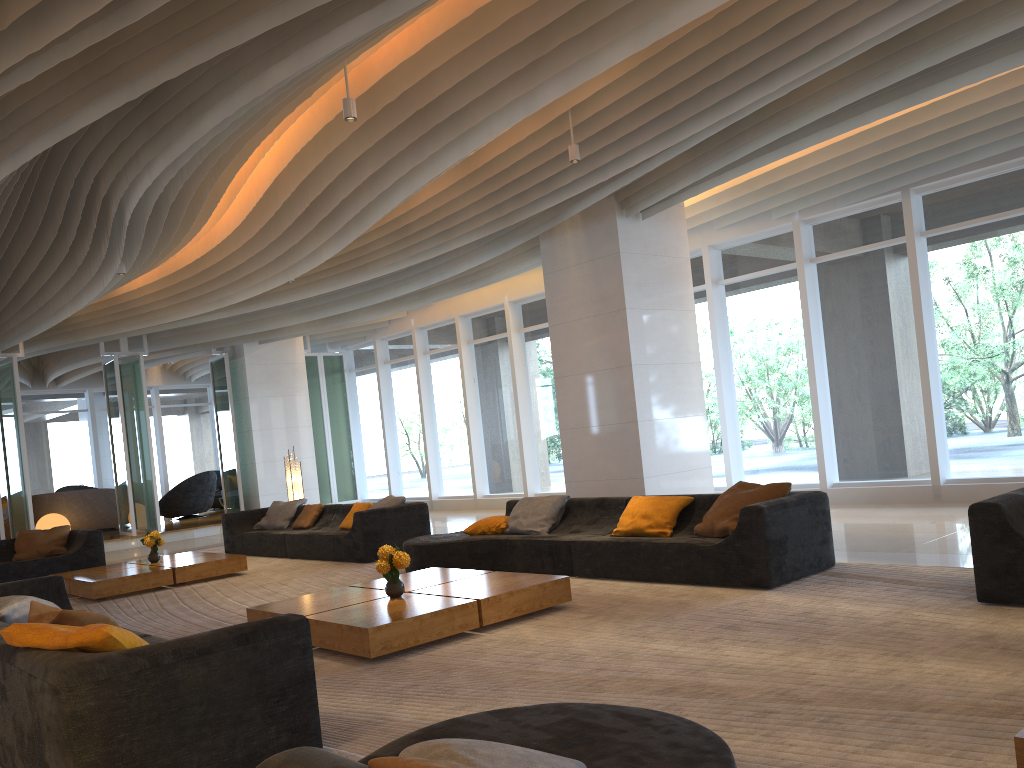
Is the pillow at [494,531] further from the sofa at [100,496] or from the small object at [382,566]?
the sofa at [100,496]

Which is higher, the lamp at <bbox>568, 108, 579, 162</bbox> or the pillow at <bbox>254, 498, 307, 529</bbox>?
the lamp at <bbox>568, 108, 579, 162</bbox>

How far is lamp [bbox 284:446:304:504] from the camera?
13.4 meters

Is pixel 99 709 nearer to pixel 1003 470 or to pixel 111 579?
pixel 111 579

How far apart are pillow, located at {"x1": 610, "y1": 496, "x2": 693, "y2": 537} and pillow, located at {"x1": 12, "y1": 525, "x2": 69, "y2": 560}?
8.1 meters

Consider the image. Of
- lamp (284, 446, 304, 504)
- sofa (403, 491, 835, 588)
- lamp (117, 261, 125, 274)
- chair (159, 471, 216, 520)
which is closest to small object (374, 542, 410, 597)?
sofa (403, 491, 835, 588)

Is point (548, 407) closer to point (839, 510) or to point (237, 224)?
point (839, 510)

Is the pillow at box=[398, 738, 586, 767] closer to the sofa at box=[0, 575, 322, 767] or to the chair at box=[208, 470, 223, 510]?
the sofa at box=[0, 575, 322, 767]

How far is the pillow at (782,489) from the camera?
6.54m

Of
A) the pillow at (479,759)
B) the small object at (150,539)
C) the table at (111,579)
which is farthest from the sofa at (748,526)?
the pillow at (479,759)
